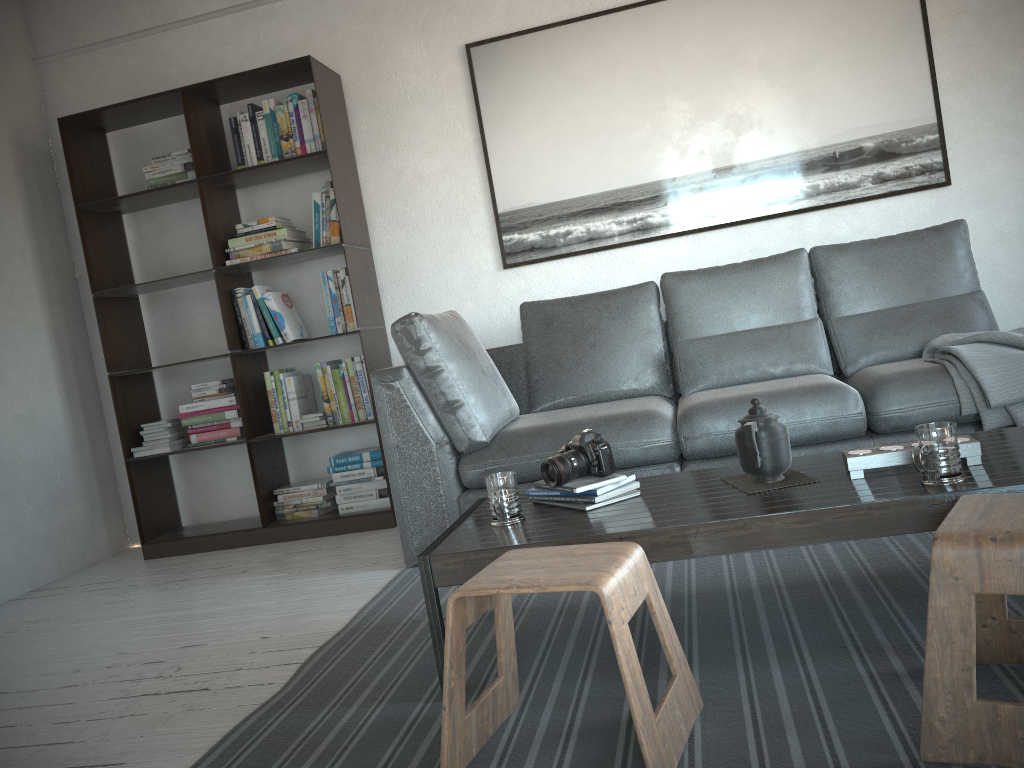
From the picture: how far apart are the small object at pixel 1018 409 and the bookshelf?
2.25m

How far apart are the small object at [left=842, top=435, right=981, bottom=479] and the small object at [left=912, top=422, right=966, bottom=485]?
0.1 meters

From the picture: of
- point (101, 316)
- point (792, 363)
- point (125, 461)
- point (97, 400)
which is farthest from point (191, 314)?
point (792, 363)

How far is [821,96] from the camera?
3.8m

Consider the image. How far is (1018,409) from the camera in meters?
2.6 m

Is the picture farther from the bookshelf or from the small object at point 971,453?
the small object at point 971,453

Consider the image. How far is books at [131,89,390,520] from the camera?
4.0m

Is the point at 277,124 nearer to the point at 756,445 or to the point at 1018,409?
the point at 756,445

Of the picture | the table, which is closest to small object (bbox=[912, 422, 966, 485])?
the table

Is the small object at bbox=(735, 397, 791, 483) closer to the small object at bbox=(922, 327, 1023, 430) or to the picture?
the small object at bbox=(922, 327, 1023, 430)
